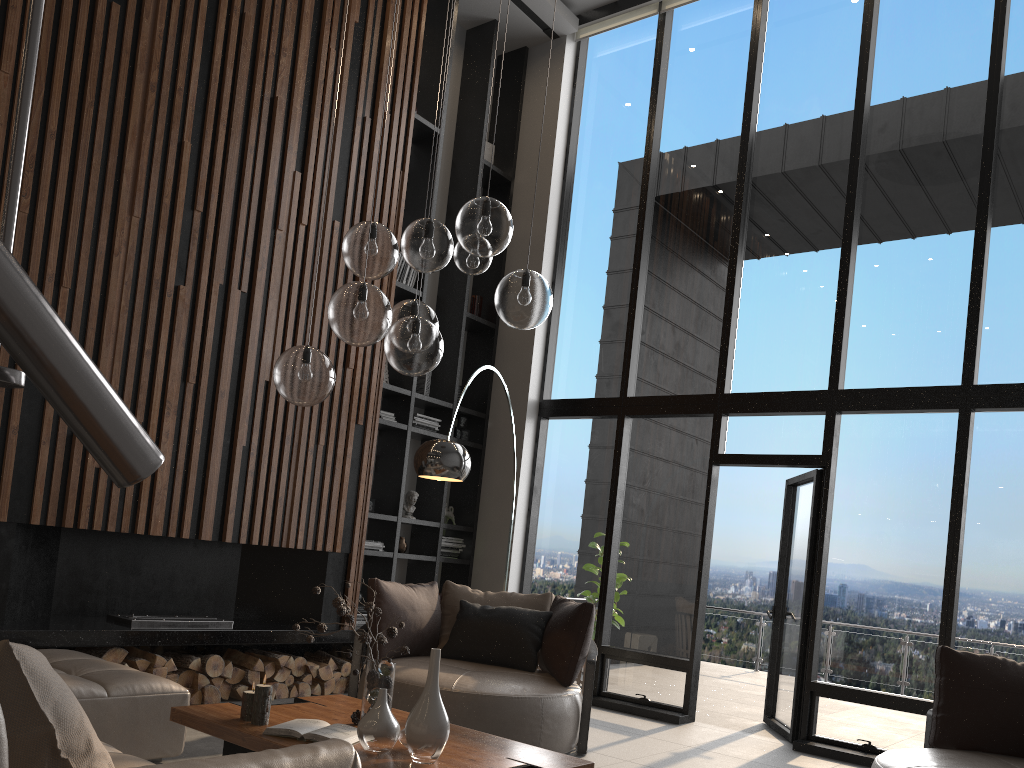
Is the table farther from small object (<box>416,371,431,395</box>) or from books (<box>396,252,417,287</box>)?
books (<box>396,252,417,287</box>)

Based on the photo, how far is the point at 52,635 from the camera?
4.5m

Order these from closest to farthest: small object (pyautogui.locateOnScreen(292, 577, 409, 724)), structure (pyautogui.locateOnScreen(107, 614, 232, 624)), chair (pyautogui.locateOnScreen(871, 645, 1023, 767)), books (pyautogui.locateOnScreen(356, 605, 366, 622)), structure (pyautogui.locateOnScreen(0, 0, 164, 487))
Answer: structure (pyautogui.locateOnScreen(0, 0, 164, 487))
small object (pyautogui.locateOnScreen(292, 577, 409, 724))
chair (pyautogui.locateOnScreen(871, 645, 1023, 767))
structure (pyautogui.locateOnScreen(107, 614, 232, 624))
books (pyautogui.locateOnScreen(356, 605, 366, 622))

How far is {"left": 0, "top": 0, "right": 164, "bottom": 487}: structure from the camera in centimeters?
42cm

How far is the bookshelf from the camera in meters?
7.1

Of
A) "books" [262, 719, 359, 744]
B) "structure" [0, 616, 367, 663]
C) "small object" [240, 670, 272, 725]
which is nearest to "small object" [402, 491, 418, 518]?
"structure" [0, 616, 367, 663]

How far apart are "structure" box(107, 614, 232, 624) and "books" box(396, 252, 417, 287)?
3.0 meters

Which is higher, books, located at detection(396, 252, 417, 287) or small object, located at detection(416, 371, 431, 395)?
books, located at detection(396, 252, 417, 287)

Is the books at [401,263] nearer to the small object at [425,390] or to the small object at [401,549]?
the small object at [425,390]

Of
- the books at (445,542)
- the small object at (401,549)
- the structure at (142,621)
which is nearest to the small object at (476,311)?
the books at (445,542)
